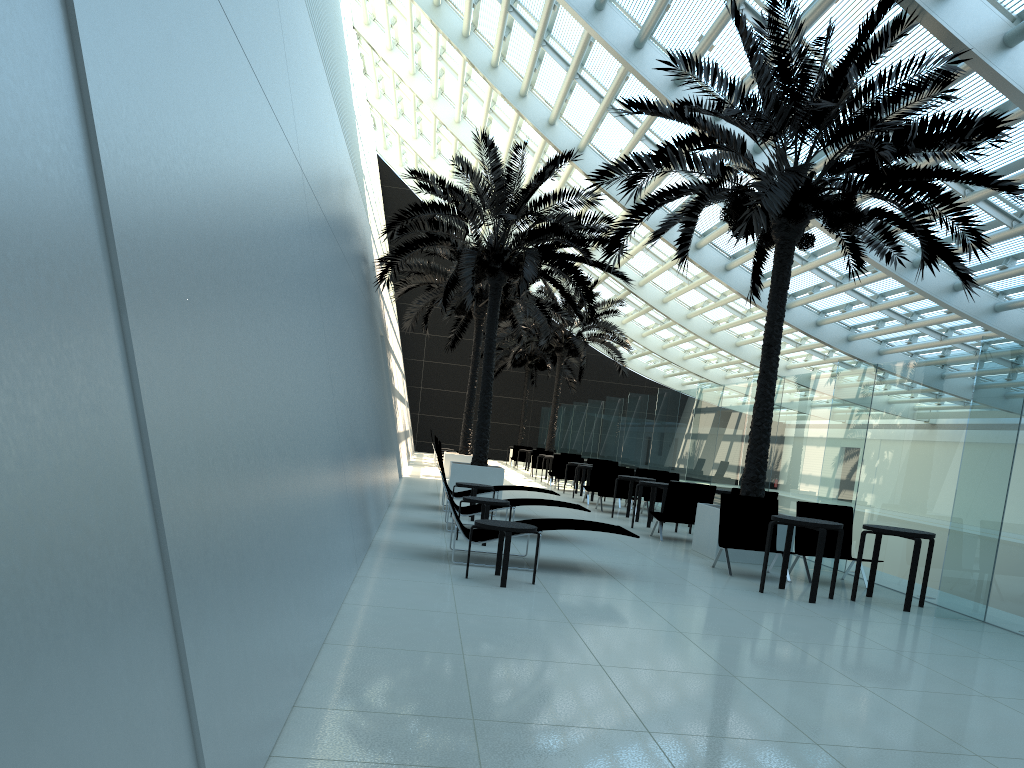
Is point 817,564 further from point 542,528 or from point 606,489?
point 606,489

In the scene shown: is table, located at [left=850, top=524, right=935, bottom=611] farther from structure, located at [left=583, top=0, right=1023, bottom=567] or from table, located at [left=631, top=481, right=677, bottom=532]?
table, located at [left=631, top=481, right=677, bottom=532]

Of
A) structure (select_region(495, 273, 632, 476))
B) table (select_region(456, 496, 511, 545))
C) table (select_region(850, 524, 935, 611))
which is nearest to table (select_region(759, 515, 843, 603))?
table (select_region(850, 524, 935, 611))

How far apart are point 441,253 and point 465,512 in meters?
11.5 m

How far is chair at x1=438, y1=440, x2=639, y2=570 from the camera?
8.4m

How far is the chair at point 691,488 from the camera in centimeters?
1248cm

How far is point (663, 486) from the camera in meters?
13.7 m

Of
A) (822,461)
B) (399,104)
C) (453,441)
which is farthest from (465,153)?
(822,461)

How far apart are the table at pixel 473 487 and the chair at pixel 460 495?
1.20m

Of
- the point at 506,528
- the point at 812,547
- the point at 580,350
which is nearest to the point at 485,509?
the point at 506,528
